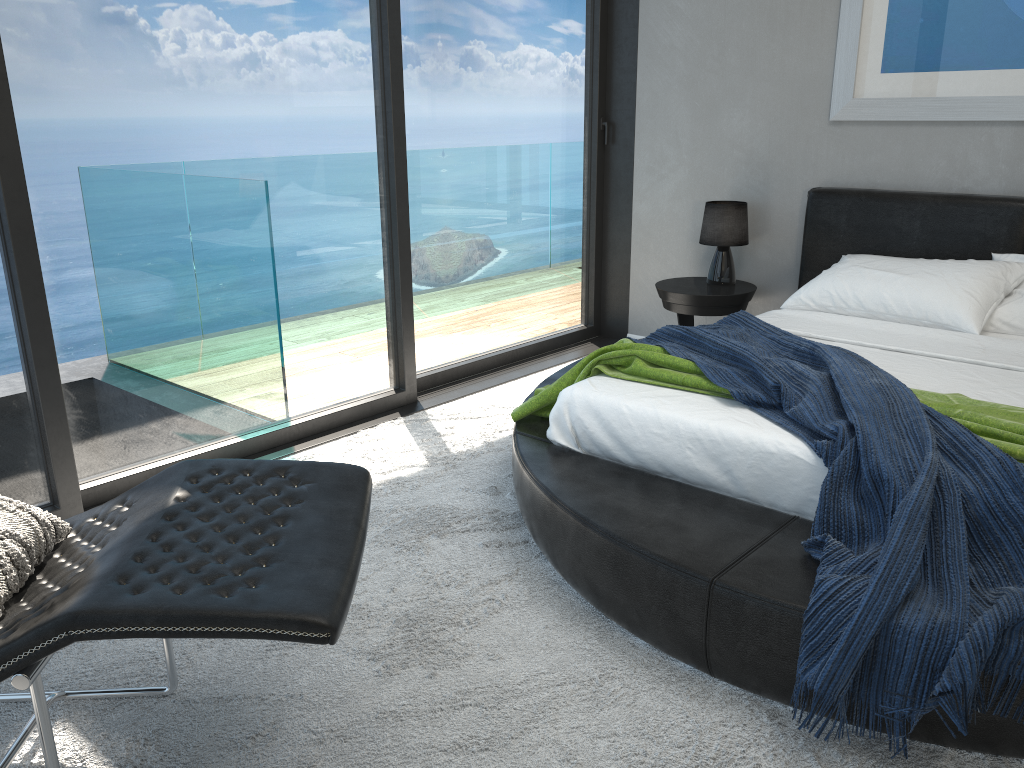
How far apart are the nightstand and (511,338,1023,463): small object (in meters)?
1.23

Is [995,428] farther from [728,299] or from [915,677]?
[728,299]

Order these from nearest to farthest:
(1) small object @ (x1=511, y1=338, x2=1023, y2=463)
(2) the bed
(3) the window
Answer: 1. (2) the bed
2. (1) small object @ (x1=511, y1=338, x2=1023, y2=463)
3. (3) the window

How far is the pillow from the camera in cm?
160

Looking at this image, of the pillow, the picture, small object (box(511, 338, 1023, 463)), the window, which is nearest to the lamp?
the picture

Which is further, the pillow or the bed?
the bed

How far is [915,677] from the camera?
1.7 meters

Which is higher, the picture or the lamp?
the picture

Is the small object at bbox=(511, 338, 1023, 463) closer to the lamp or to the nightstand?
the nightstand

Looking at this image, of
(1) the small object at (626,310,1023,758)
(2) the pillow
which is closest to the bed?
(1) the small object at (626,310,1023,758)
